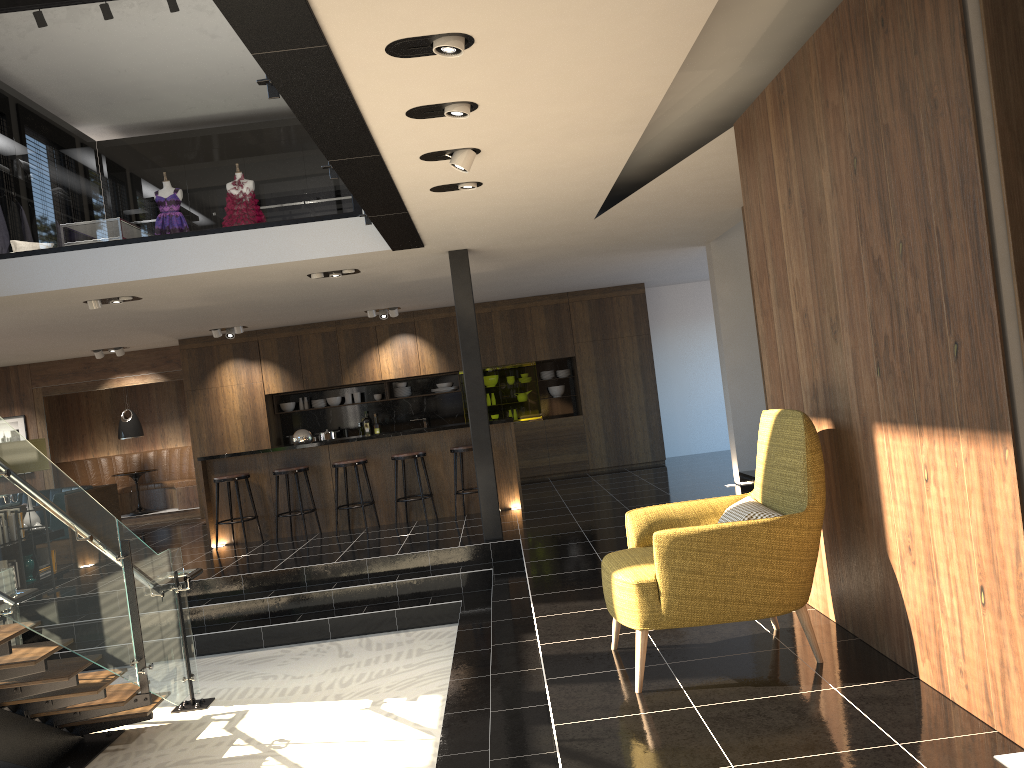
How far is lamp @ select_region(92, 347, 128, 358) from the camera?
13.04m

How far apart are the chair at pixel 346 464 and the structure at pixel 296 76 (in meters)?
3.03

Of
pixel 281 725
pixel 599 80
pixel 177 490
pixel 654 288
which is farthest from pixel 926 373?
pixel 177 490

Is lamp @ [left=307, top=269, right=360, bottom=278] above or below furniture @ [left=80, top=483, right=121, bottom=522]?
above

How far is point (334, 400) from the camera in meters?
13.5 m

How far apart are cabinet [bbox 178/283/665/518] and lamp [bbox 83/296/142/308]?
4.3m

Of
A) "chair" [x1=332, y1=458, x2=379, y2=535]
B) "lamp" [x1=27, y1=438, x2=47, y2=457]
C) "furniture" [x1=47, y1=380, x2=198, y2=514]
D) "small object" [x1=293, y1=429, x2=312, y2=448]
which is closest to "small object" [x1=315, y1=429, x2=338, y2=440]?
"furniture" [x1=47, y1=380, x2=198, y2=514]

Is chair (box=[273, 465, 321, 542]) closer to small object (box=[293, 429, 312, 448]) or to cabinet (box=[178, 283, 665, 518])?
small object (box=[293, 429, 312, 448])

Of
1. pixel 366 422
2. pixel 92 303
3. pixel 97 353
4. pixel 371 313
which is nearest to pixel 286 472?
pixel 92 303

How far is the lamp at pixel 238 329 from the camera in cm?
1226
